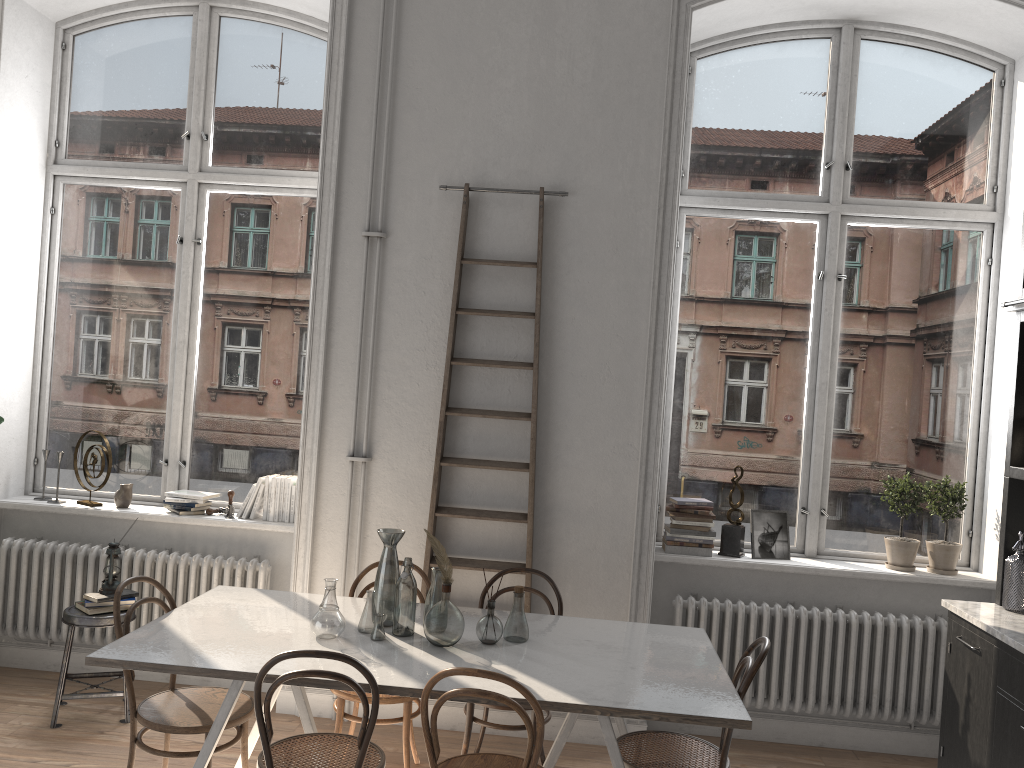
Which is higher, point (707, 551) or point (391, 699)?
point (707, 551)

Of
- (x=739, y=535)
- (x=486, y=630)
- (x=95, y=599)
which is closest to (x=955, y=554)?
(x=739, y=535)

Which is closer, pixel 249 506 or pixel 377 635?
pixel 377 635

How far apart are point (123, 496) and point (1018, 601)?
4.55m

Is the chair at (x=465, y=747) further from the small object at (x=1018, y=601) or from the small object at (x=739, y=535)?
the small object at (x=1018, y=601)

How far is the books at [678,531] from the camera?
4.7 meters

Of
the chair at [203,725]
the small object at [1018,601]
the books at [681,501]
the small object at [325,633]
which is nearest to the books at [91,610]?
the chair at [203,725]

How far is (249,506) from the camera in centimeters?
492cm

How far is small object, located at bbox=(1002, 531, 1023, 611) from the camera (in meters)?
3.85

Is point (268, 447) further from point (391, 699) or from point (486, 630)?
point (486, 630)
